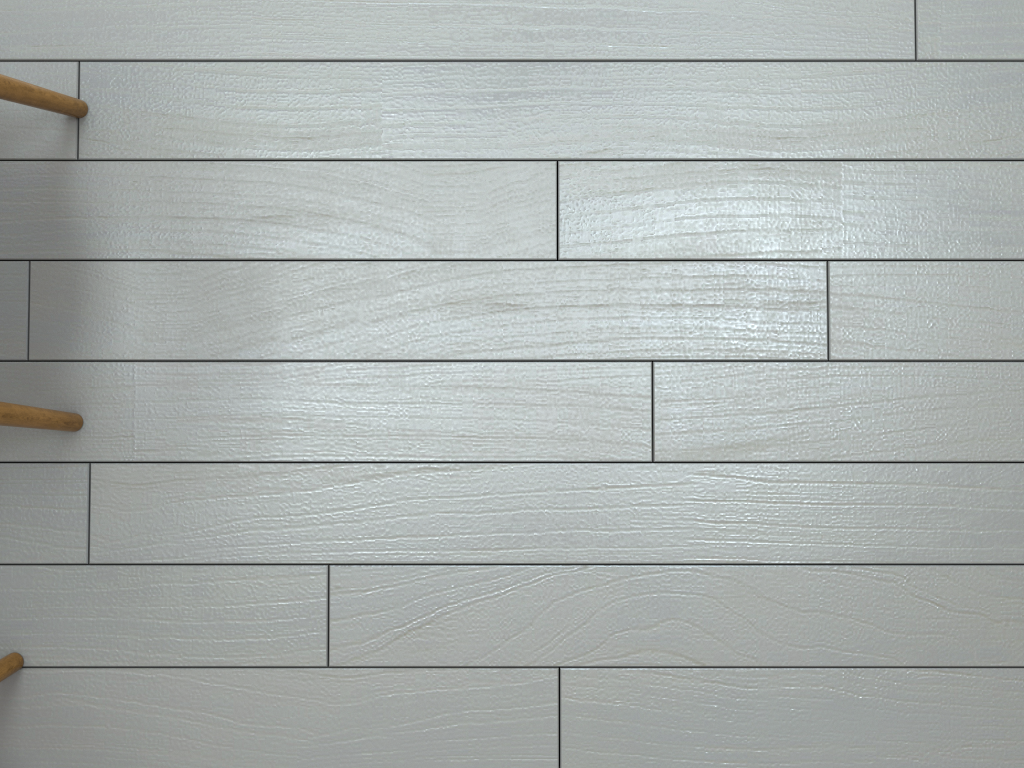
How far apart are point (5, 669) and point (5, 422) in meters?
0.3

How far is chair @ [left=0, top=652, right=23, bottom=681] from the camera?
1.11m

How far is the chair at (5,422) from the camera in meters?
1.0 m

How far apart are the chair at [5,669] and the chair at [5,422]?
0.3m

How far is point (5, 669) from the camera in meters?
1.1 m

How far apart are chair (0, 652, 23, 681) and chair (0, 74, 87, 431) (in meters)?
0.30

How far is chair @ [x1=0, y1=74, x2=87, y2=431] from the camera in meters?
1.0 m

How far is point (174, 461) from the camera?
1.15m
